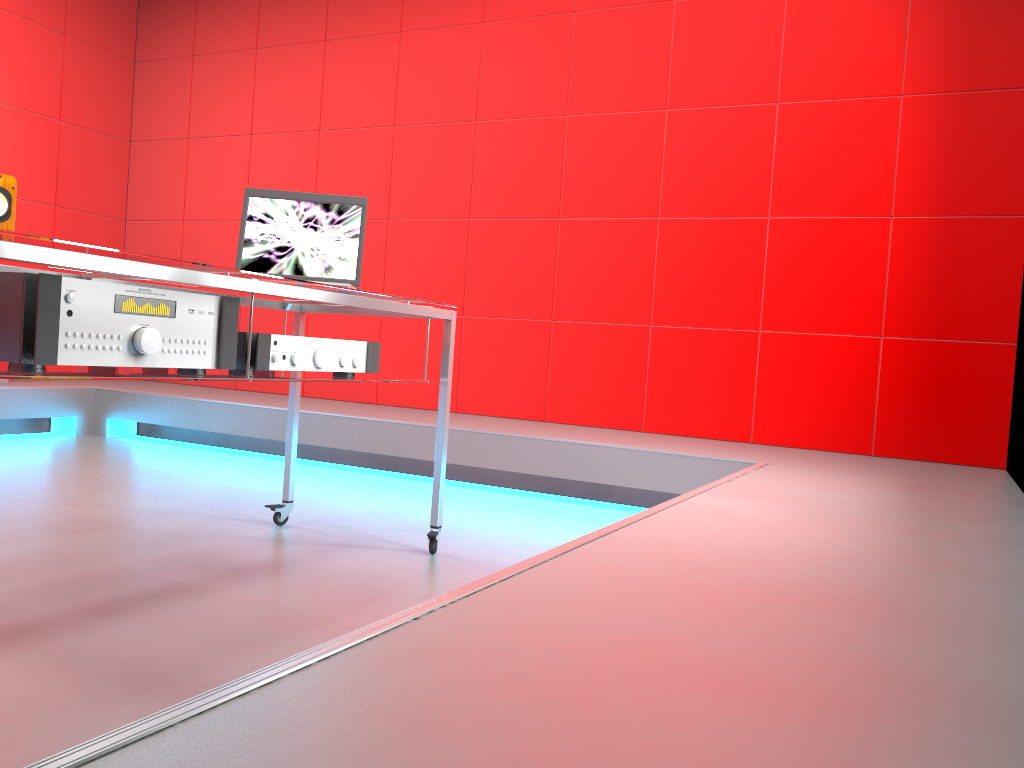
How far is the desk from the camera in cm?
136

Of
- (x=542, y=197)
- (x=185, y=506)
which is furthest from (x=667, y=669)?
(x=542, y=197)

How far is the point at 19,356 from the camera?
1.38m

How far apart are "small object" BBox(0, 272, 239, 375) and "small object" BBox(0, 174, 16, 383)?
3.3m

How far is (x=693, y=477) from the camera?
3.2m

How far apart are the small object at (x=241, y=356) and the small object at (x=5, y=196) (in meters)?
3.07

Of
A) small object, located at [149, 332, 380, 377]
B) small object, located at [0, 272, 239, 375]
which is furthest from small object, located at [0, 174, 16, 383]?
small object, located at [0, 272, 239, 375]

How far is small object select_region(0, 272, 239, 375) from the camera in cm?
138

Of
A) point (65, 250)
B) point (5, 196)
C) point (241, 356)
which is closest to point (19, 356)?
point (65, 250)

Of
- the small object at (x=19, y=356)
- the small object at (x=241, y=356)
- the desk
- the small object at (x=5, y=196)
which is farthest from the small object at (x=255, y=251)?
the small object at (x=5, y=196)
